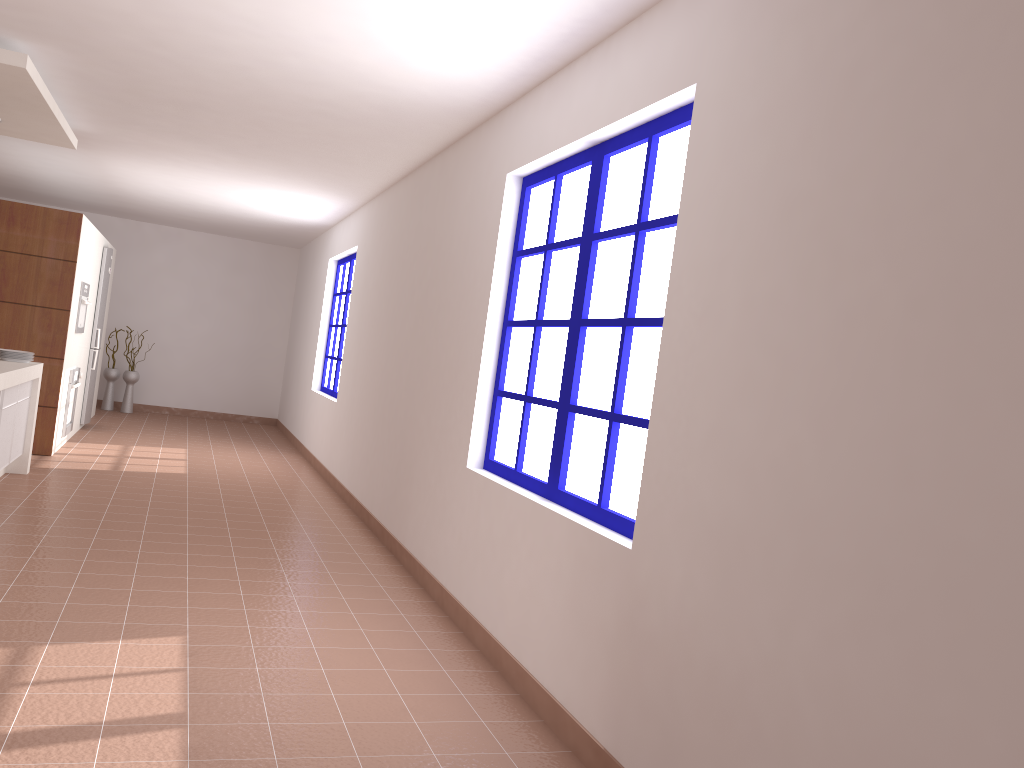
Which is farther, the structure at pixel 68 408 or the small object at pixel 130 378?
the small object at pixel 130 378

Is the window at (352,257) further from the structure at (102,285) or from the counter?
the counter

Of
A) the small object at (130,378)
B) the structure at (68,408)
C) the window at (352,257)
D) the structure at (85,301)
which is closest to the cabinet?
the structure at (68,408)

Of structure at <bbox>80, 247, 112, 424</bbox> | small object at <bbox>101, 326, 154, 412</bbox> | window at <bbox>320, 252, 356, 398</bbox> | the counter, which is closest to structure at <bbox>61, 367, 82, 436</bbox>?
structure at <bbox>80, 247, 112, 424</bbox>

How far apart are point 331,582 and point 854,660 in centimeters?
323cm

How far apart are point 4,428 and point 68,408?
2.42m

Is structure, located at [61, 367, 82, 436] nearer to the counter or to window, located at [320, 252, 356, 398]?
the counter

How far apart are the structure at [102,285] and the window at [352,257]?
2.32m

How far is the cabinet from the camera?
5.48m

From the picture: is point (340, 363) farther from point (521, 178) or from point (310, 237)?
point (521, 178)
